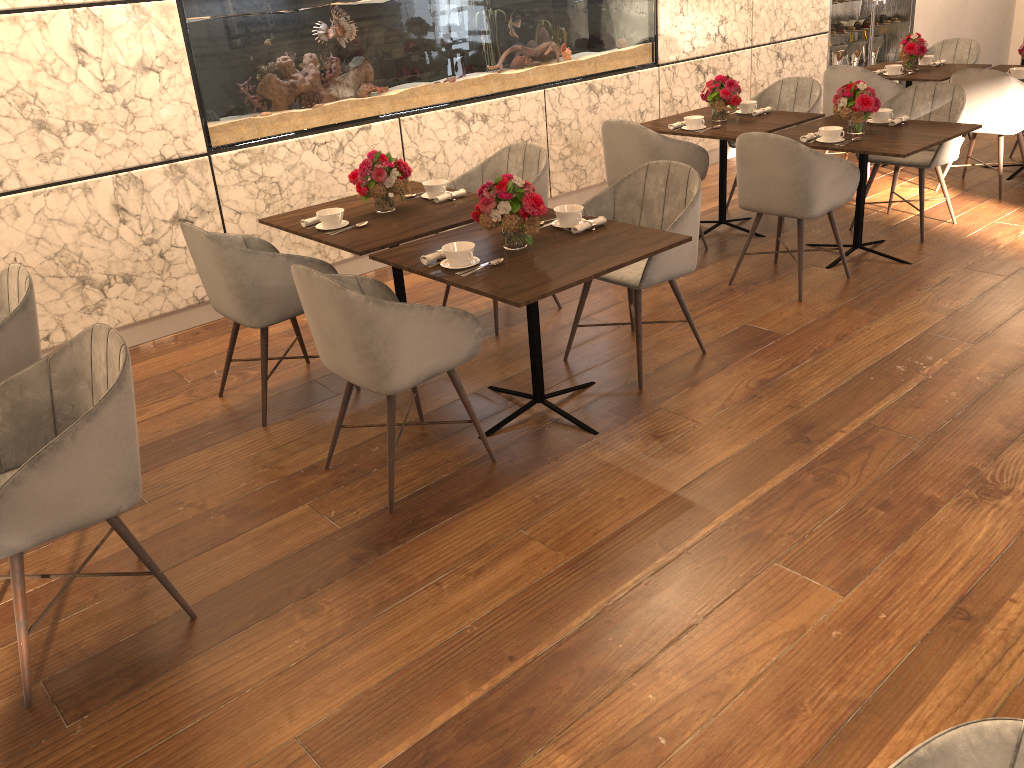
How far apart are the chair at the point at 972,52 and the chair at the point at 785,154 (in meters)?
3.72

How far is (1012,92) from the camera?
5.76m

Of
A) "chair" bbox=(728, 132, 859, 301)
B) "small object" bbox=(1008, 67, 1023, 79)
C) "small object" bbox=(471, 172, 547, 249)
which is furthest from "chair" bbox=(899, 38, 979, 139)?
"small object" bbox=(471, 172, 547, 249)

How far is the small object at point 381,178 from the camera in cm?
393

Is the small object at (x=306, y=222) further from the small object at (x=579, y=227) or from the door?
the door

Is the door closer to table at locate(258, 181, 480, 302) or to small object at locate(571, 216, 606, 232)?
table at locate(258, 181, 480, 302)

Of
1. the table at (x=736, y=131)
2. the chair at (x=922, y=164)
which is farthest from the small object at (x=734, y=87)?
the chair at (x=922, y=164)

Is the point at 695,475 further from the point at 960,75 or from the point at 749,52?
the point at 749,52

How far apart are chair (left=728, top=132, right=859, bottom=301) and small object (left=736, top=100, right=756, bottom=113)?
1.32m

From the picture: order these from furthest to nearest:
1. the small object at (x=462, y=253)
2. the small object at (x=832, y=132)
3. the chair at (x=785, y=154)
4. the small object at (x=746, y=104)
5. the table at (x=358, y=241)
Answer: the small object at (x=746, y=104), the small object at (x=832, y=132), the chair at (x=785, y=154), the table at (x=358, y=241), the small object at (x=462, y=253)
